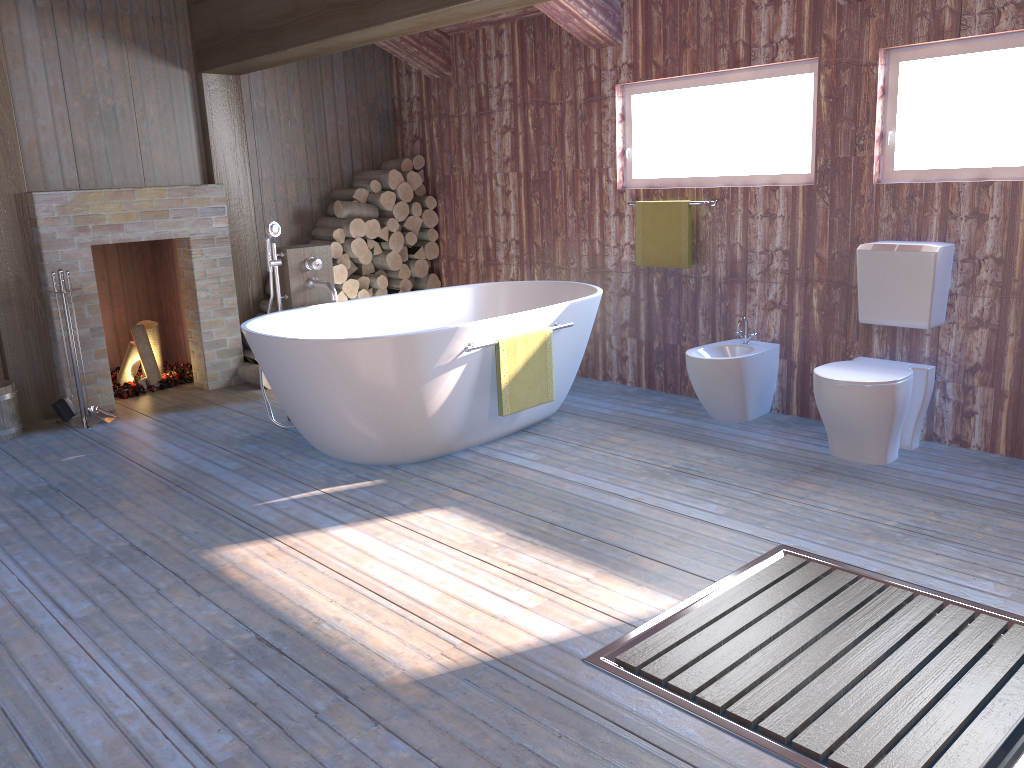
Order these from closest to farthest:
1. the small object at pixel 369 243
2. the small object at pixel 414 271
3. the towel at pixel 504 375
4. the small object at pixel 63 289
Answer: the towel at pixel 504 375, the small object at pixel 63 289, the small object at pixel 369 243, the small object at pixel 414 271

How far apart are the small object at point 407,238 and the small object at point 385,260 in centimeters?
14cm

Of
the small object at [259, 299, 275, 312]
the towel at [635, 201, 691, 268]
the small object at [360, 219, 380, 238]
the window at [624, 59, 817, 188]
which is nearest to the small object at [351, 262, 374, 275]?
the small object at [360, 219, 380, 238]

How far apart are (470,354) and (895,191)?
2.0 meters

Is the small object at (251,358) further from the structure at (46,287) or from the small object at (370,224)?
the small object at (370,224)

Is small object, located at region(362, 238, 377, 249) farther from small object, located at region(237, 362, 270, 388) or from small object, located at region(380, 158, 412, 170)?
small object, located at region(237, 362, 270, 388)

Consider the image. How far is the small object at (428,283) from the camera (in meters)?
6.51

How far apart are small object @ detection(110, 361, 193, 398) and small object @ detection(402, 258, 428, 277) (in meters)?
1.71

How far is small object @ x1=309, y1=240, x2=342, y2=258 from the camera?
6.00m

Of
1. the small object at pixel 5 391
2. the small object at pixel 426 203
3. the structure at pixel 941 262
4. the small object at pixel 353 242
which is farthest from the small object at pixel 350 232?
the structure at pixel 941 262
